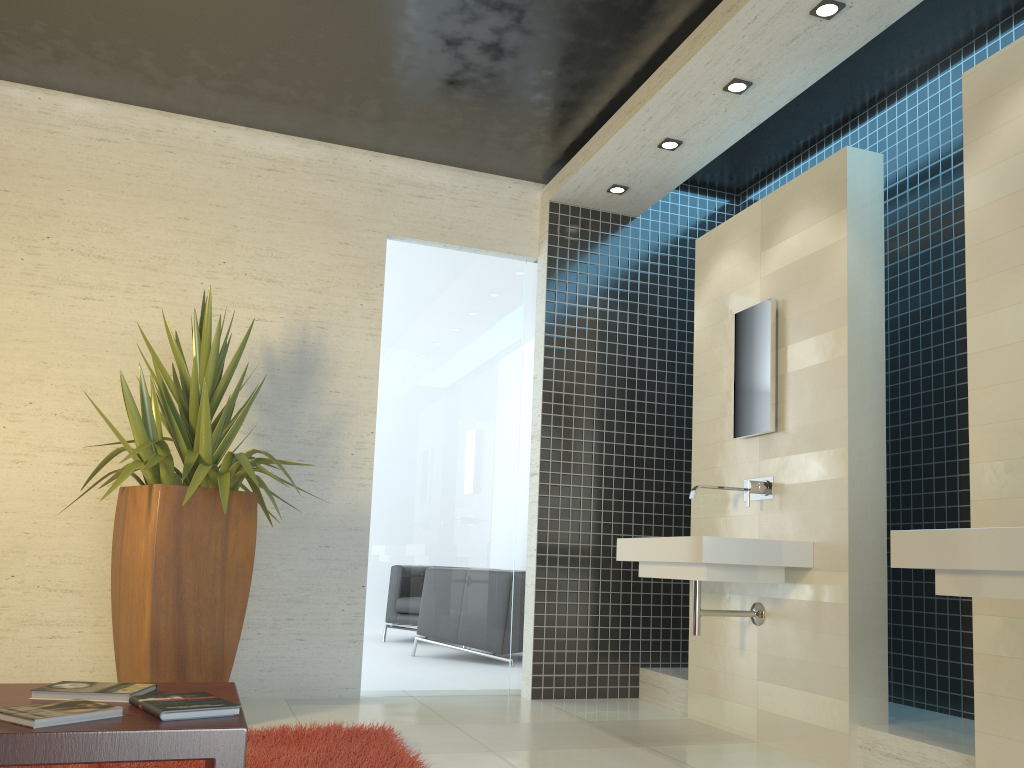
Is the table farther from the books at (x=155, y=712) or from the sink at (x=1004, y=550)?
the sink at (x=1004, y=550)

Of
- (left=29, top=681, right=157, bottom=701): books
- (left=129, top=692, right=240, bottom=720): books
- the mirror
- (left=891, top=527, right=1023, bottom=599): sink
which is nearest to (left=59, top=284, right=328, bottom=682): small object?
(left=29, top=681, right=157, bottom=701): books

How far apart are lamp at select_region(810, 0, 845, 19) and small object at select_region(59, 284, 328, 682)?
3.0m

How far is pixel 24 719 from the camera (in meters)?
1.68

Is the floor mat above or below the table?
below

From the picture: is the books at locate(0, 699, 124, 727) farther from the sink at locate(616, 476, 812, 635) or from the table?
the sink at locate(616, 476, 812, 635)

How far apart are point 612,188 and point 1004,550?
3.7 meters

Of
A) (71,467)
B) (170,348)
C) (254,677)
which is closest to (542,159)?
(170,348)

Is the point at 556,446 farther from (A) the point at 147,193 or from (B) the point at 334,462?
(A) the point at 147,193

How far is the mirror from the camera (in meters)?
4.39
